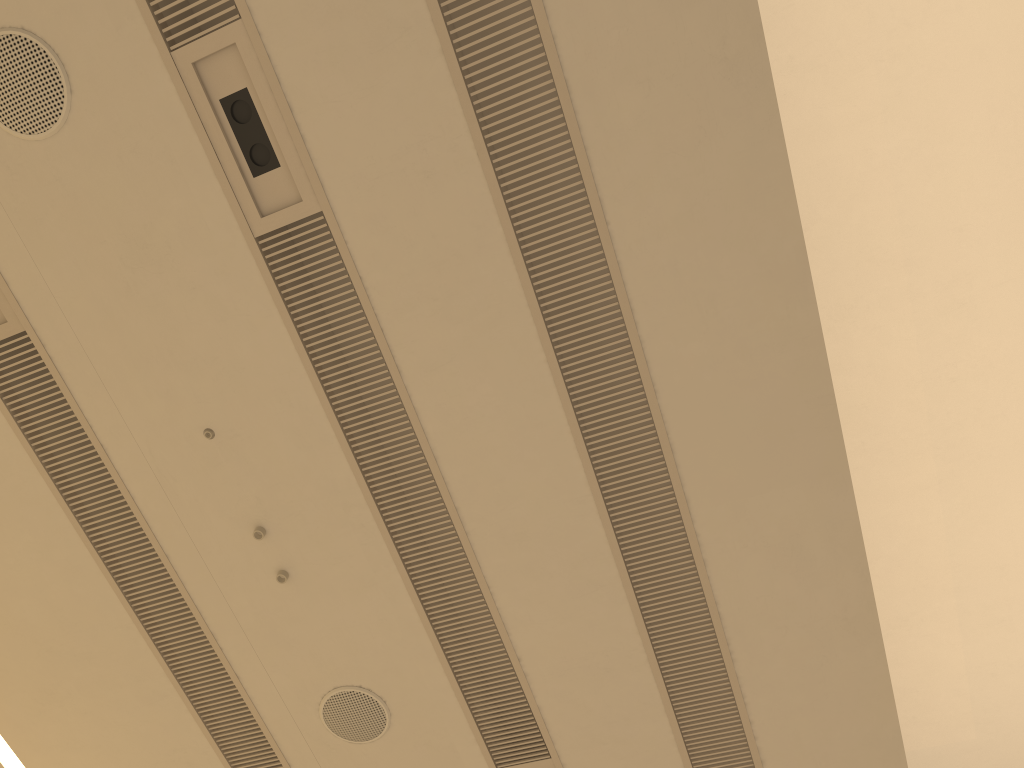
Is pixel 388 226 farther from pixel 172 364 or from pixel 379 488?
pixel 379 488
